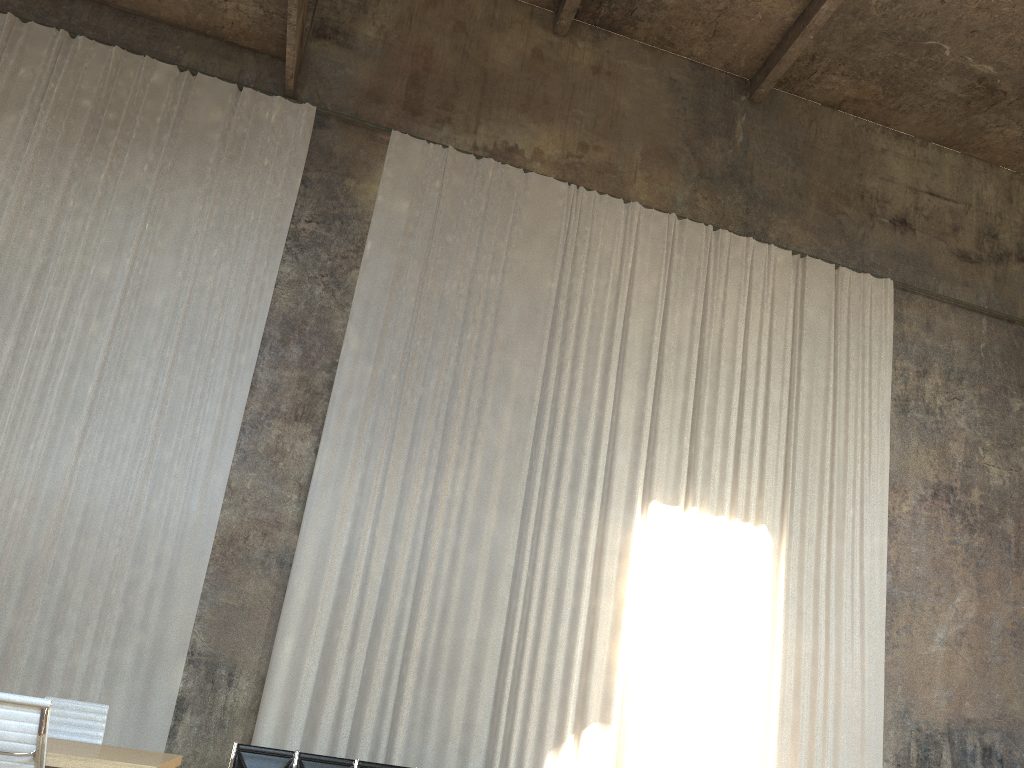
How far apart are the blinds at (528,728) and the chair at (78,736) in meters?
3.4 m

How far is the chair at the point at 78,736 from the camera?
5.9m

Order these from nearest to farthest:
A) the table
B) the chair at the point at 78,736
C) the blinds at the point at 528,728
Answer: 1. the table
2. the chair at the point at 78,736
3. the blinds at the point at 528,728

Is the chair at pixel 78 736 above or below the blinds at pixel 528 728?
below

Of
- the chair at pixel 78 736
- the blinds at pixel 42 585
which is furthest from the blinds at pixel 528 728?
the chair at pixel 78 736

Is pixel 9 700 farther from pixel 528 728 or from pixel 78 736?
pixel 528 728

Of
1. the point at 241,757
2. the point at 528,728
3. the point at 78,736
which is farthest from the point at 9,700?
the point at 528,728

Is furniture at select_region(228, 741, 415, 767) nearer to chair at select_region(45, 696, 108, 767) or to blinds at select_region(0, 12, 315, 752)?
blinds at select_region(0, 12, 315, 752)

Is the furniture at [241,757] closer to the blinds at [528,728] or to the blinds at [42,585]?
the blinds at [528,728]

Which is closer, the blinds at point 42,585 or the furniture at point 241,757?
the furniture at point 241,757
